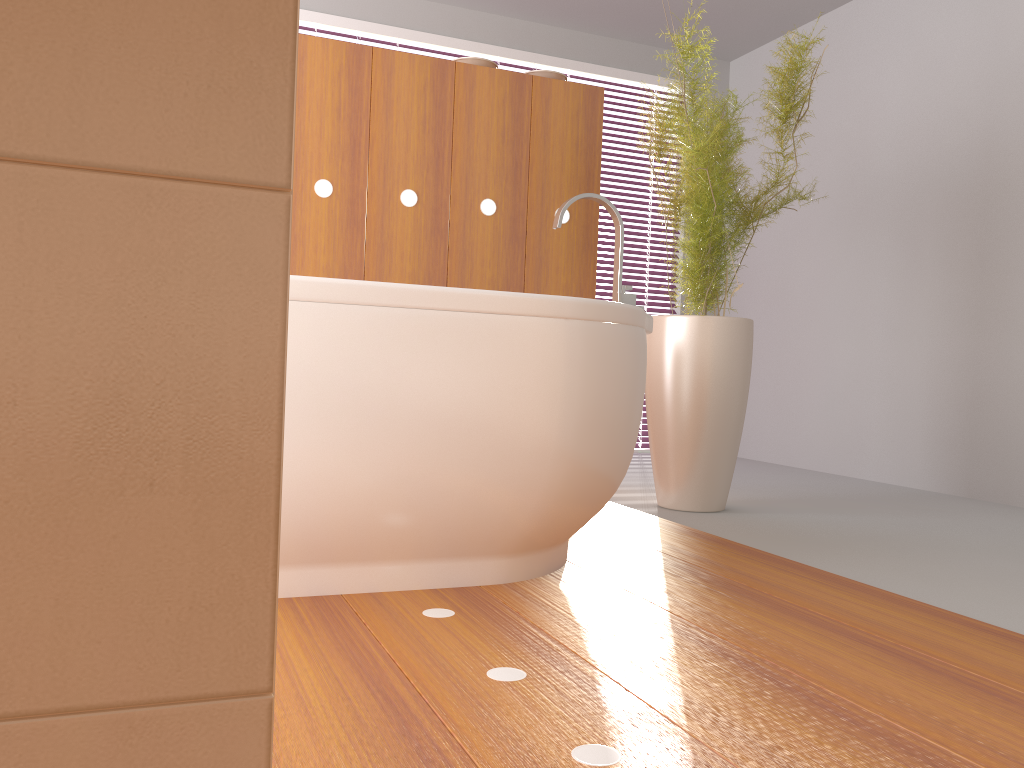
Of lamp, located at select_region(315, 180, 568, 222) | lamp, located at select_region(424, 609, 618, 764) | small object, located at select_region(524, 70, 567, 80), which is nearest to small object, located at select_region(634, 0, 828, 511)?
small object, located at select_region(524, 70, 567, 80)

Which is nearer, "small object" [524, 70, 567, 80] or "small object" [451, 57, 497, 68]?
"small object" [451, 57, 497, 68]

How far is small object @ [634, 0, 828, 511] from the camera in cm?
282

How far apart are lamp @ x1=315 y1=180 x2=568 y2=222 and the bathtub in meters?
0.8 m

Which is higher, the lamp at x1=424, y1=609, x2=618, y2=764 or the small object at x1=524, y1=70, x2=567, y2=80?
the small object at x1=524, y1=70, x2=567, y2=80

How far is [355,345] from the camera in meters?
1.6

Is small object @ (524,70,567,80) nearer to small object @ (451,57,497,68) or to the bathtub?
small object @ (451,57,497,68)

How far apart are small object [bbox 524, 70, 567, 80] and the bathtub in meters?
1.1 m

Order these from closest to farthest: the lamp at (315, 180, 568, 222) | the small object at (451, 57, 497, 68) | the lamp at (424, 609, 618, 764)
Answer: the lamp at (424, 609, 618, 764)
the lamp at (315, 180, 568, 222)
the small object at (451, 57, 497, 68)

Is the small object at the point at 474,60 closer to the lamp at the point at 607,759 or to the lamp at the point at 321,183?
the lamp at the point at 321,183
